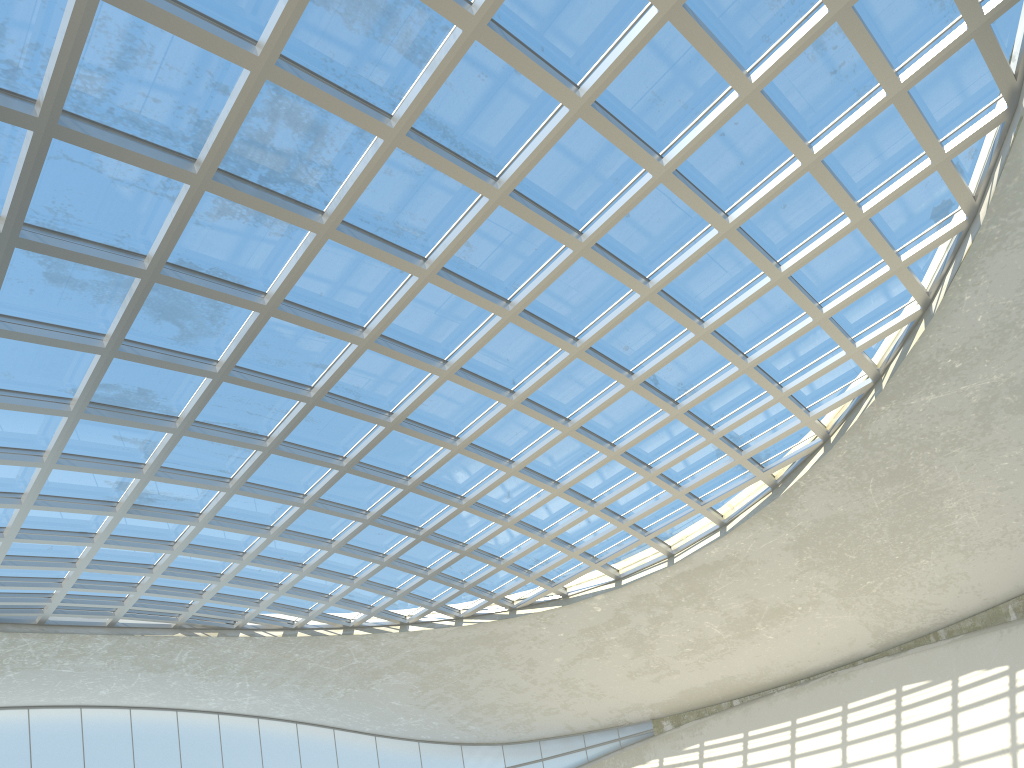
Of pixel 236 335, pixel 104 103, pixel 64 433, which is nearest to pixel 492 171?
pixel 236 335

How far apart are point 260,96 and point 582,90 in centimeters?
1543cm
